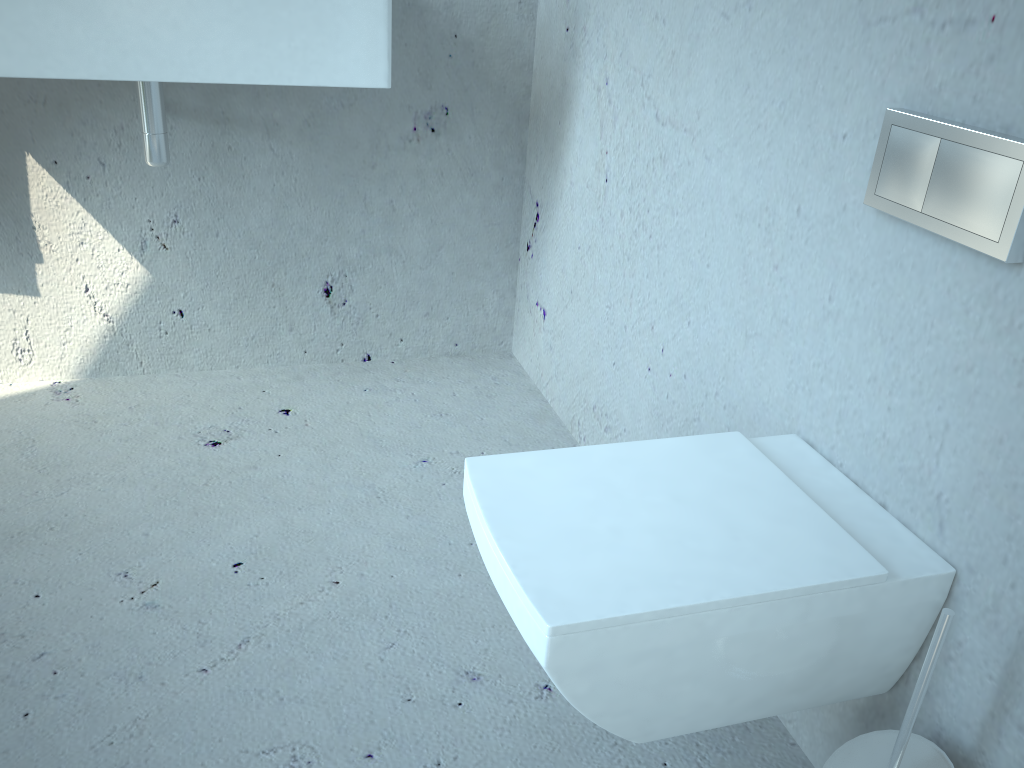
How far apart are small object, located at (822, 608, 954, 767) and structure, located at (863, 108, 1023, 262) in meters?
0.3

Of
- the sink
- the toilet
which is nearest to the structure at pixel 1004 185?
the toilet

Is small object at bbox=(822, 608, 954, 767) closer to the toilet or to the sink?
the toilet

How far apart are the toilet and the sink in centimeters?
80cm

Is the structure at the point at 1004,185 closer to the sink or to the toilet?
the toilet

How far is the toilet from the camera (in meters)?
0.79

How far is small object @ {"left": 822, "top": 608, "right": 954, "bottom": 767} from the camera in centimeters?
78cm

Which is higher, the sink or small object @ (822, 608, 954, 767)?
the sink

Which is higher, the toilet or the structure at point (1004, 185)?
the structure at point (1004, 185)

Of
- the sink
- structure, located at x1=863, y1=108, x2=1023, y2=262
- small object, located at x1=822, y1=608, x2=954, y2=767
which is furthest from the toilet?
the sink
